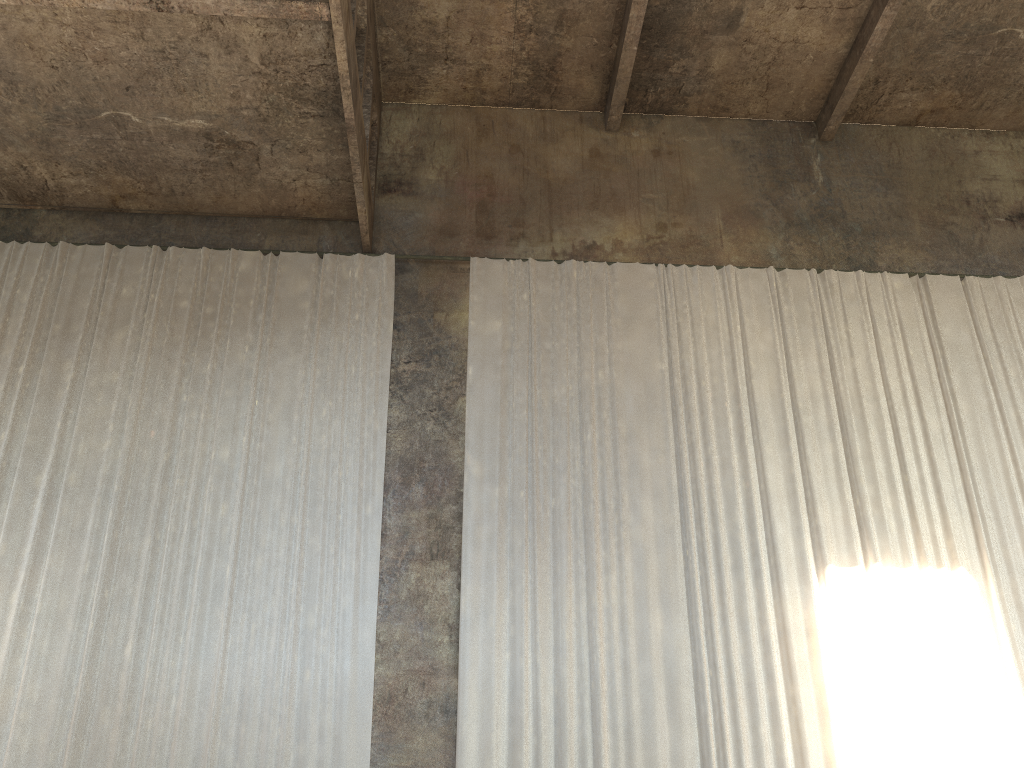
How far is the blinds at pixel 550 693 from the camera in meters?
9.1

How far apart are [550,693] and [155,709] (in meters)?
3.96

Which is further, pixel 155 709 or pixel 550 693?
pixel 550 693

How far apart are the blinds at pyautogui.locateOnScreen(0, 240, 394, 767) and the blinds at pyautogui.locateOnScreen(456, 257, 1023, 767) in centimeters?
93cm

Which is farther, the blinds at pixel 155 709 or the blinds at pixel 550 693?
the blinds at pixel 550 693

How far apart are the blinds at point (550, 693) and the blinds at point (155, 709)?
0.9 meters

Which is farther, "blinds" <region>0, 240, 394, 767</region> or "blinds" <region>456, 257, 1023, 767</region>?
"blinds" <region>456, 257, 1023, 767</region>

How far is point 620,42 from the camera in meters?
12.3

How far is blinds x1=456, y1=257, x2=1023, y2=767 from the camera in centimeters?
906cm

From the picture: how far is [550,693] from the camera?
9.1m
